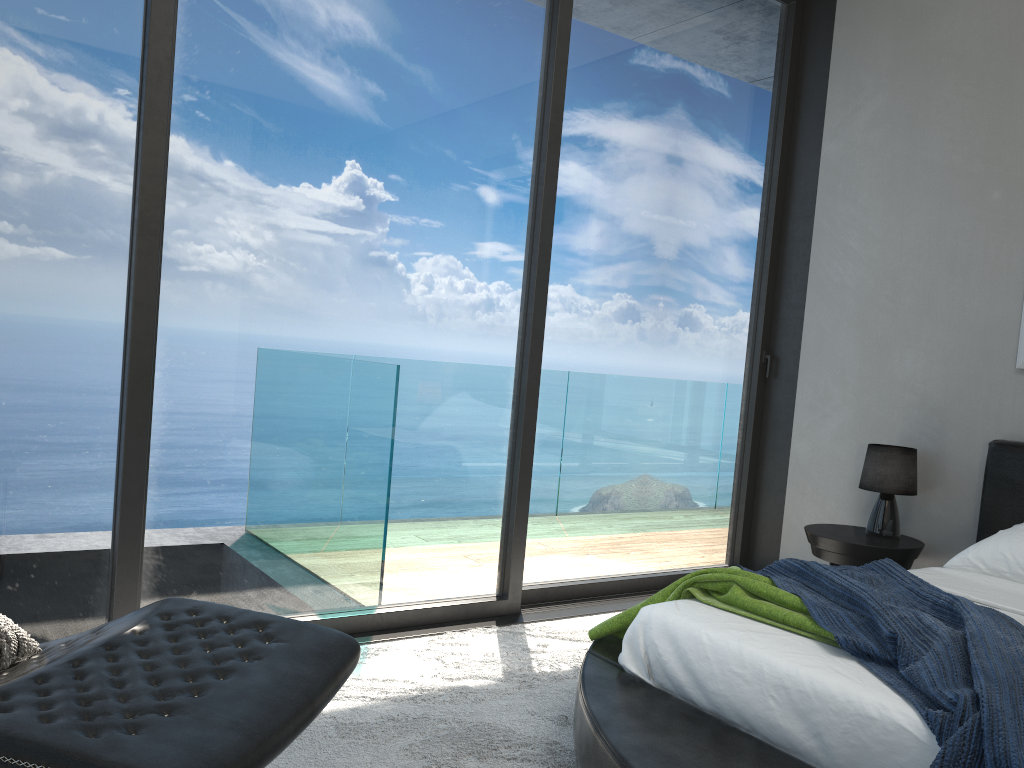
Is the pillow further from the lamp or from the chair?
the lamp

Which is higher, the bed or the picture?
the picture

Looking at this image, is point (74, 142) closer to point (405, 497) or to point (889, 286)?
point (405, 497)

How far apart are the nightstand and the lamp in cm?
3

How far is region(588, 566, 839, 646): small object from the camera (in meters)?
2.23

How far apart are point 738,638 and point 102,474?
1.9 meters

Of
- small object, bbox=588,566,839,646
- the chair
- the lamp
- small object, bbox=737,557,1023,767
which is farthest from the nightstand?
the chair

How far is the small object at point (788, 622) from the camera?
2.2m

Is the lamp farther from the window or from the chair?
the chair

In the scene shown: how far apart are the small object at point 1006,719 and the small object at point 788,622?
0.0m
